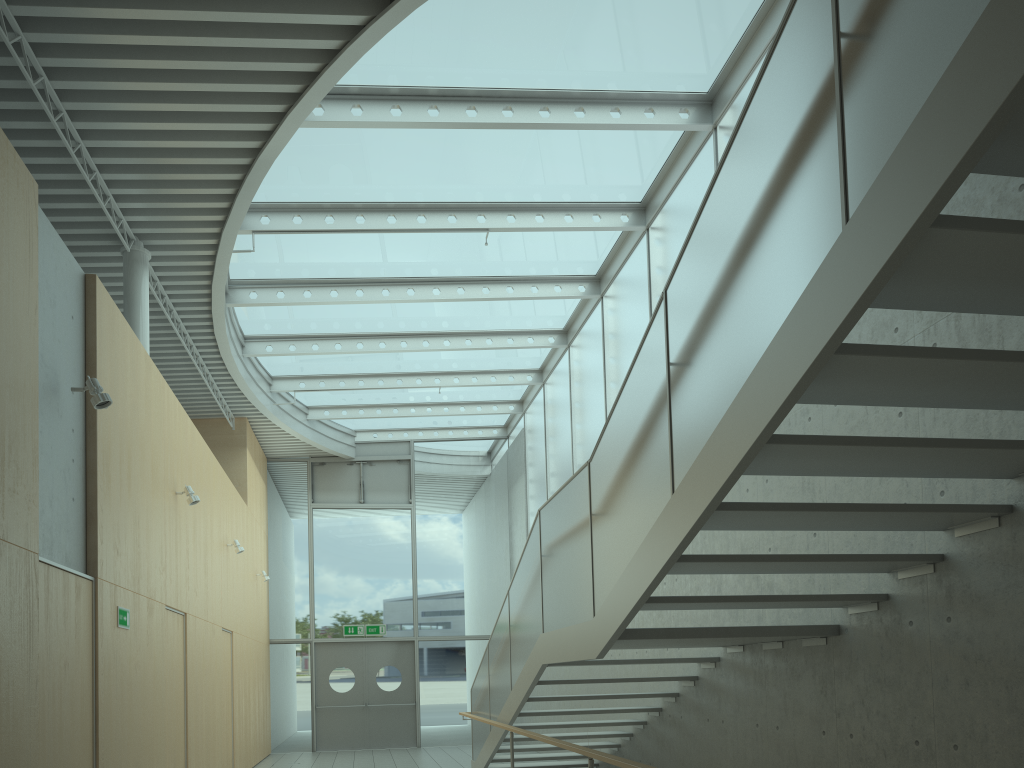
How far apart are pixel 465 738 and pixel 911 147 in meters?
15.1 m

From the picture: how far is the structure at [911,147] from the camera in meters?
Answer: 2.4 m

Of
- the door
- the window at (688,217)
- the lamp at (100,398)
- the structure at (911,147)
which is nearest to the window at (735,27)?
the window at (688,217)

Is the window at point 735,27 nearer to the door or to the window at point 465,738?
the window at point 465,738

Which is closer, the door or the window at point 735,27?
the window at point 735,27

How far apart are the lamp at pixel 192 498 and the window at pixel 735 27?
2.4m

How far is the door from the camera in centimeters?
1540cm

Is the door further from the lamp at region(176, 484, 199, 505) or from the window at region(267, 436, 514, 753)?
the lamp at region(176, 484, 199, 505)

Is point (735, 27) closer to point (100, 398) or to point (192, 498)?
point (100, 398)

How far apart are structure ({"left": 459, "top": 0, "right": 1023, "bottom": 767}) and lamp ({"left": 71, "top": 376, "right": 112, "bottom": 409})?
3.1 meters
